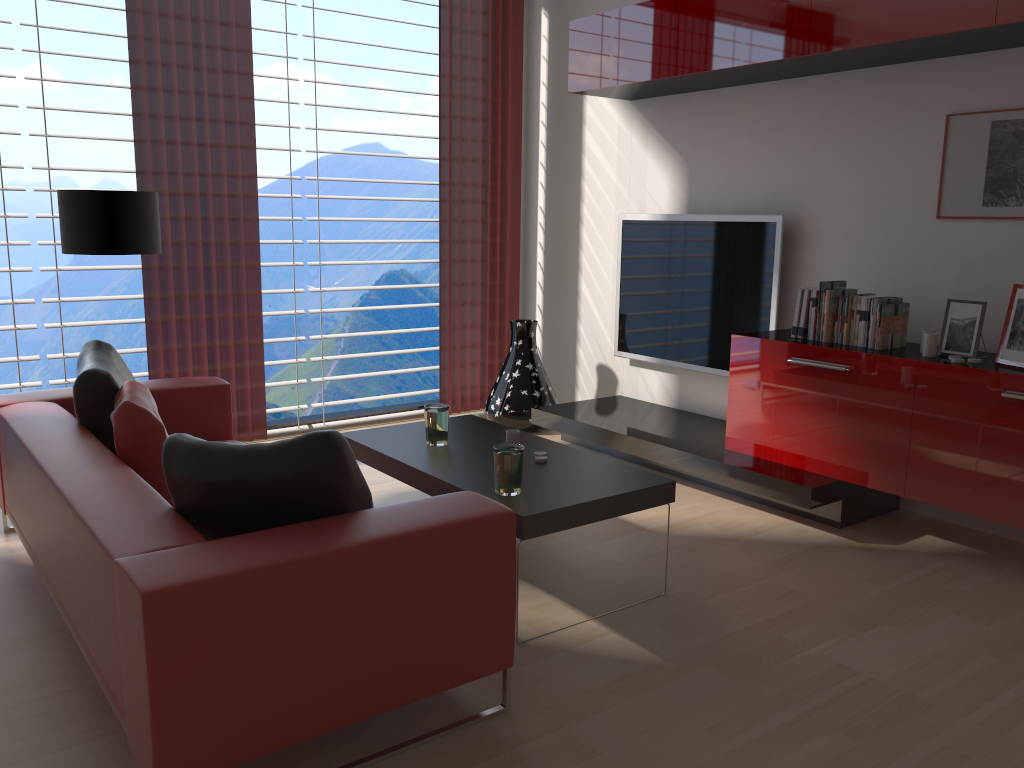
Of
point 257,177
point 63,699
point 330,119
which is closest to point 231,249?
point 257,177

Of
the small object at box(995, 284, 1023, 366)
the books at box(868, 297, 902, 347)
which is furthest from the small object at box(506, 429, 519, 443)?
the small object at box(995, 284, 1023, 366)

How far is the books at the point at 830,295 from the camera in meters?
5.4 m

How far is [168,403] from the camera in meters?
5.2 m

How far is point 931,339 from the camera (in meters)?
4.88

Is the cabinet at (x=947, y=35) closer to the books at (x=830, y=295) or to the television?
the television

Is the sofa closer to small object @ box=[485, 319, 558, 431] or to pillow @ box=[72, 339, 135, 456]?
pillow @ box=[72, 339, 135, 456]

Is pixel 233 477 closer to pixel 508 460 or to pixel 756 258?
pixel 508 460

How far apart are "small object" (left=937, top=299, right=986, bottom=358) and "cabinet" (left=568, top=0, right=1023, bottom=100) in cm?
139

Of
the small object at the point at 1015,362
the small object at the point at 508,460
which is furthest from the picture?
the small object at the point at 508,460
